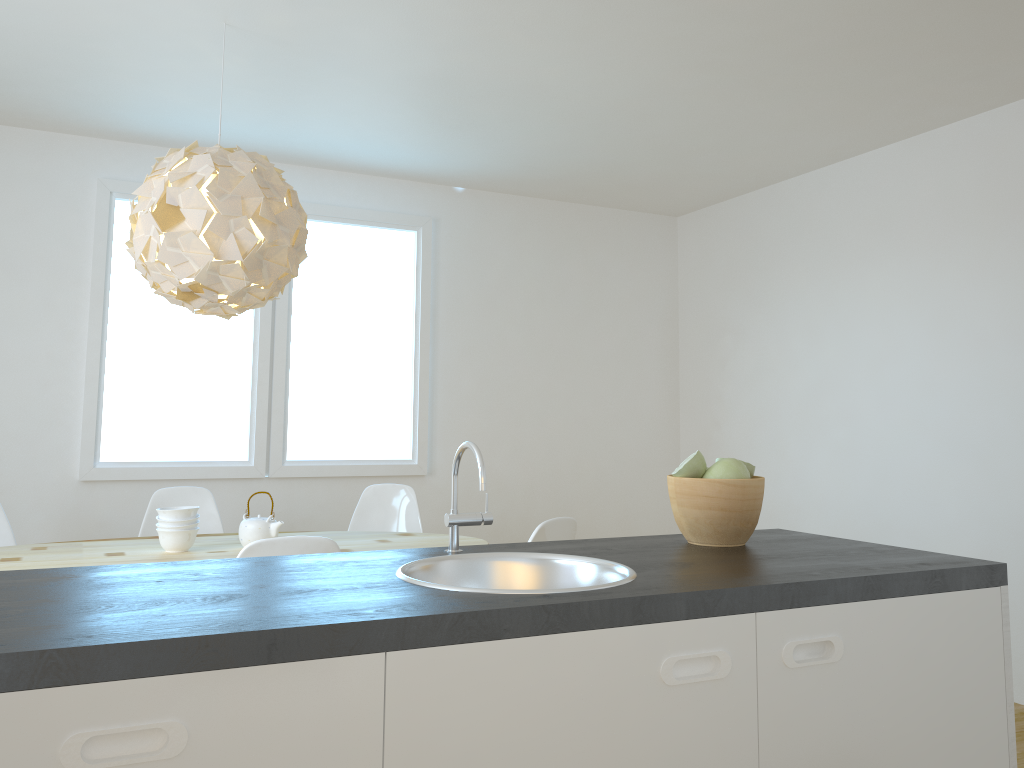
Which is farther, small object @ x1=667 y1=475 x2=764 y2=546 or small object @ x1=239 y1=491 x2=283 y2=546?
small object @ x1=239 y1=491 x2=283 y2=546

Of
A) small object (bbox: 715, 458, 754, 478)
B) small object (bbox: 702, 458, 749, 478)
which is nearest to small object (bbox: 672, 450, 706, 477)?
small object (bbox: 702, 458, 749, 478)

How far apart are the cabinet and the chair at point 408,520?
3.1m

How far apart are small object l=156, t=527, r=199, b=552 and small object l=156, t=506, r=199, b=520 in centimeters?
6cm

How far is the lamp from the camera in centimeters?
296cm

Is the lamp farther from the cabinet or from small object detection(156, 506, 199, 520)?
the cabinet

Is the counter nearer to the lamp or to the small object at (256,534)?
the lamp

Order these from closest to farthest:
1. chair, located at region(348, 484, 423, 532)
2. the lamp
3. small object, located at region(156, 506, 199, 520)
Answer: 1. the lamp
2. small object, located at region(156, 506, 199, 520)
3. chair, located at region(348, 484, 423, 532)

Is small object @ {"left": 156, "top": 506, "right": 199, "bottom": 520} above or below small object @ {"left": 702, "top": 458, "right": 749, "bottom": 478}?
below

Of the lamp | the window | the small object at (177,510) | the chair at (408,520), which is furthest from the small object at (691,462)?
the window
